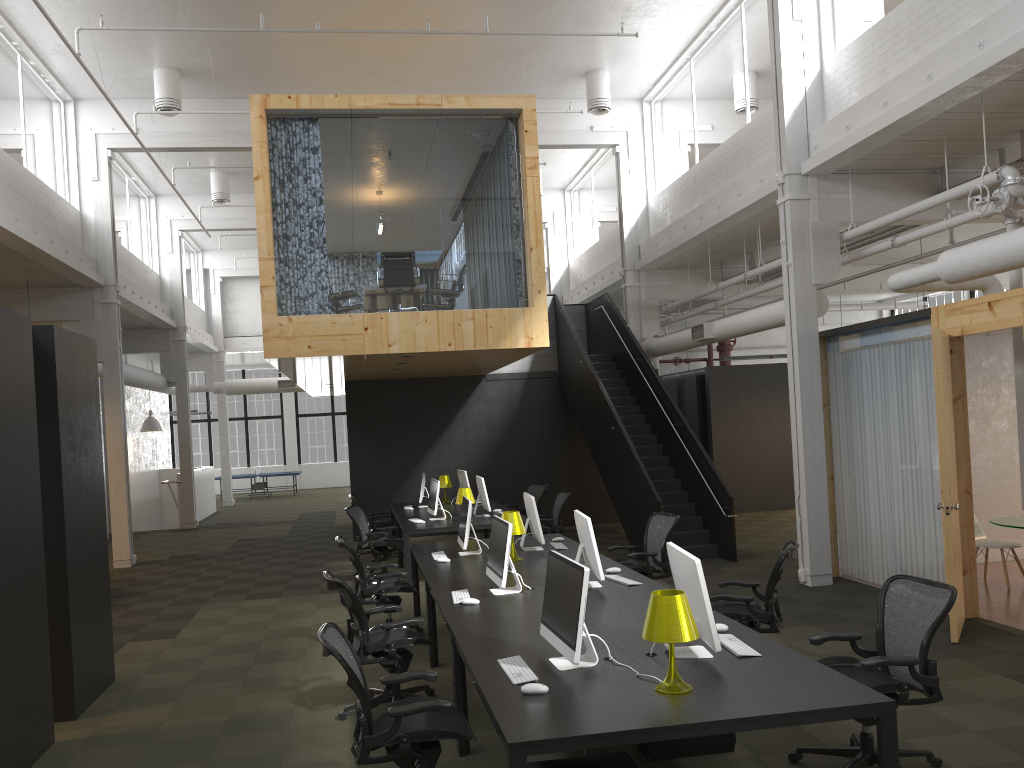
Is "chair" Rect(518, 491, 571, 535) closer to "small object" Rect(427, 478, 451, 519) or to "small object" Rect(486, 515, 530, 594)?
"small object" Rect(427, 478, 451, 519)

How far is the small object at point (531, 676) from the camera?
4.1 meters

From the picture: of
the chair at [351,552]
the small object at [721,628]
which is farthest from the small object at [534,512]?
the small object at [721,628]

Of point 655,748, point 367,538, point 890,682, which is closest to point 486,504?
point 367,538

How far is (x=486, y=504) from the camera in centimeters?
1144cm

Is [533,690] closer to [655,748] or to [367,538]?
[655,748]

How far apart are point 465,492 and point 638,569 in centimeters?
325cm

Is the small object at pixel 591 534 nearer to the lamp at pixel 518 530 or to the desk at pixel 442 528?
the lamp at pixel 518 530

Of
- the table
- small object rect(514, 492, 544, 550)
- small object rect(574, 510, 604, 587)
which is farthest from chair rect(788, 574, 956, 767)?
the table

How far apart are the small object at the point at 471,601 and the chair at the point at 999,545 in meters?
6.2 m
